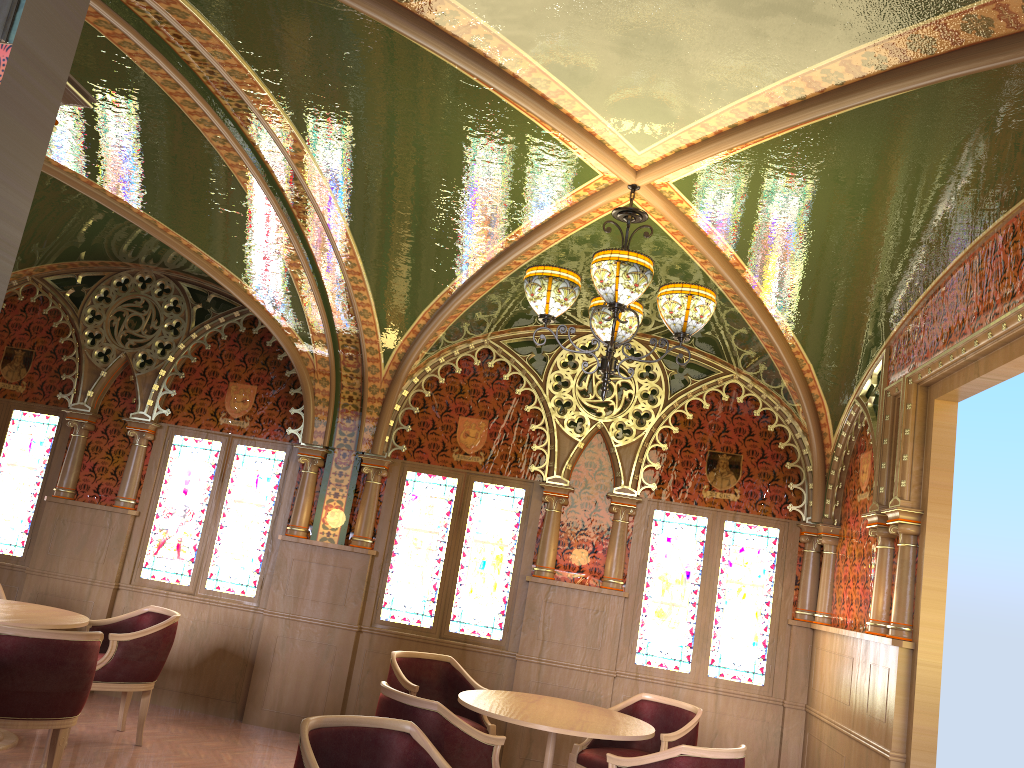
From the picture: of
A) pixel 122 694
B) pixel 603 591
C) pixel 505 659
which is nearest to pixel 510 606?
pixel 505 659

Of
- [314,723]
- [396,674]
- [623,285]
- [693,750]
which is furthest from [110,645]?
[623,285]

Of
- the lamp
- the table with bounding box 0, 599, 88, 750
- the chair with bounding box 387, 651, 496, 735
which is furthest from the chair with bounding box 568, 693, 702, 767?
the table with bounding box 0, 599, 88, 750

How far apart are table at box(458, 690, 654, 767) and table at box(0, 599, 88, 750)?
2.4 meters

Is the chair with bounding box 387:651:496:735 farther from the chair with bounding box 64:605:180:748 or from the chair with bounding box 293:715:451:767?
the chair with bounding box 293:715:451:767

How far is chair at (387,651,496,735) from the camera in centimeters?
584cm

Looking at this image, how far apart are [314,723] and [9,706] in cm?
204

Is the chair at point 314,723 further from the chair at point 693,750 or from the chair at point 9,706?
the chair at point 9,706

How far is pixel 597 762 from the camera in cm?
546

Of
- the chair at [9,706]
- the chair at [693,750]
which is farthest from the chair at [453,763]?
the chair at [9,706]
